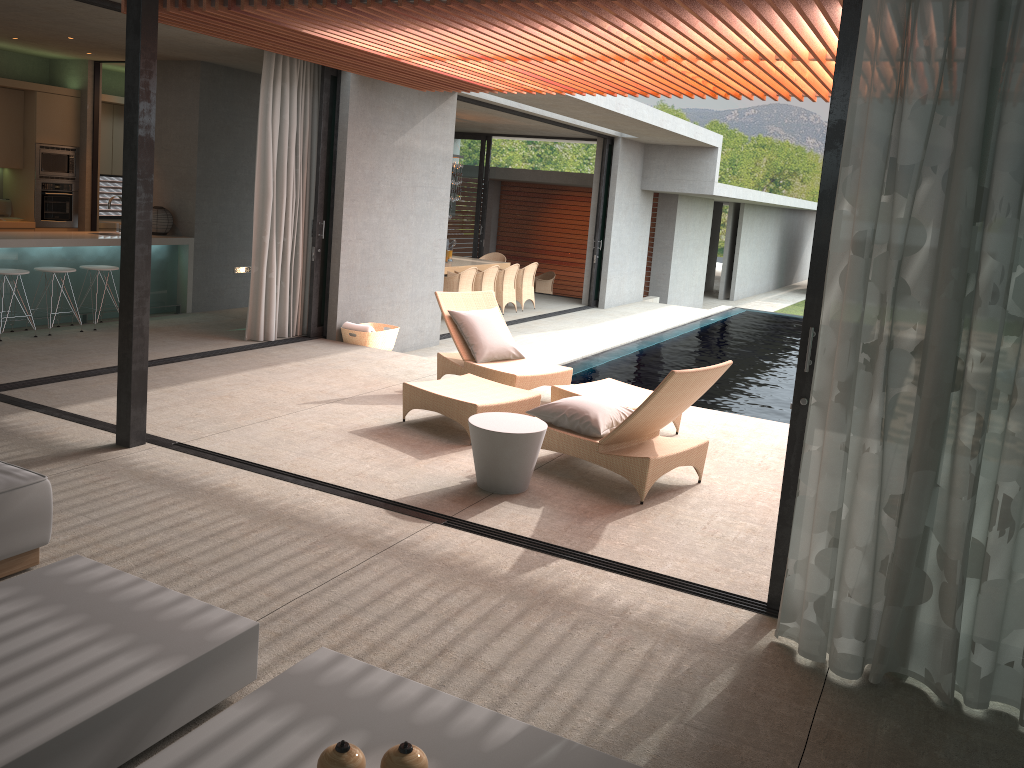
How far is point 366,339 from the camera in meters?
9.5

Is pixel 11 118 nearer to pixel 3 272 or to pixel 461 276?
pixel 3 272

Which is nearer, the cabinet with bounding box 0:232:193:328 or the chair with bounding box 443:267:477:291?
the cabinet with bounding box 0:232:193:328

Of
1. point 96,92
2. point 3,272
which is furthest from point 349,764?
point 96,92

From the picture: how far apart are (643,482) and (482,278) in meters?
9.2 m

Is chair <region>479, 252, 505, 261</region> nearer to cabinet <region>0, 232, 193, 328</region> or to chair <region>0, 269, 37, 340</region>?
cabinet <region>0, 232, 193, 328</region>

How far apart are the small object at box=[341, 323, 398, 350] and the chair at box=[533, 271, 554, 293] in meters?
10.6

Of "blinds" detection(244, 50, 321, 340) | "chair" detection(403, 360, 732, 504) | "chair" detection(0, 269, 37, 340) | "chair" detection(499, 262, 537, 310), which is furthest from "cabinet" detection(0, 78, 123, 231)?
"chair" detection(403, 360, 732, 504)

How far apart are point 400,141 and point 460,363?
3.55m

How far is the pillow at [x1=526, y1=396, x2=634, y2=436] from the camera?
5.5 meters
